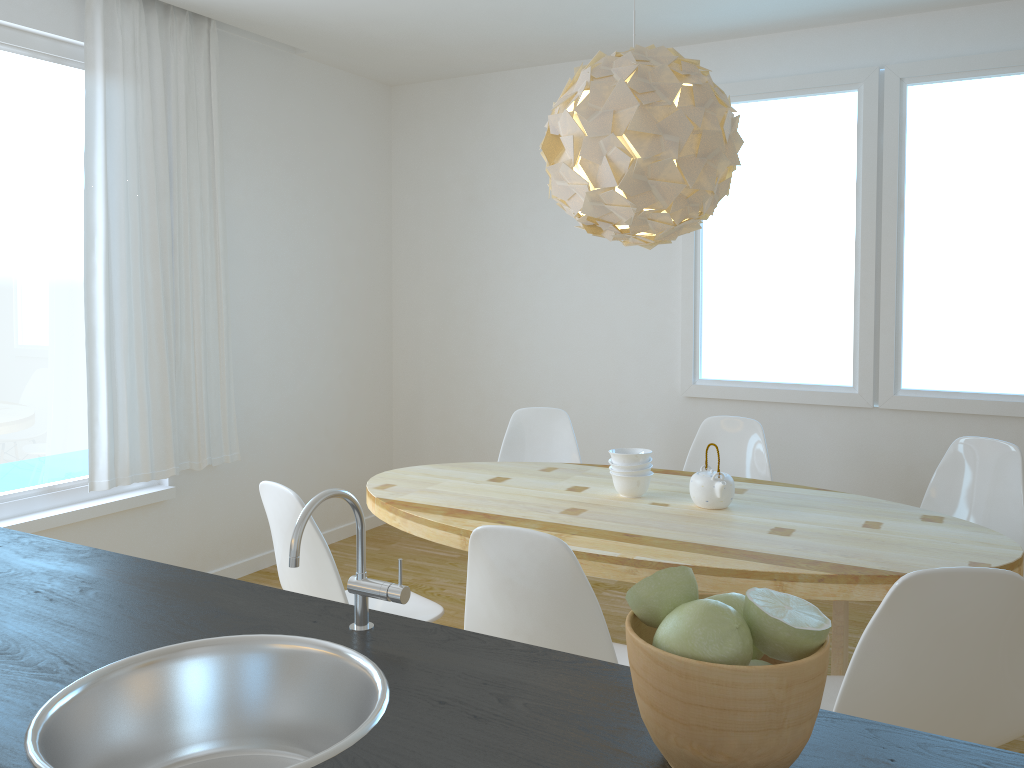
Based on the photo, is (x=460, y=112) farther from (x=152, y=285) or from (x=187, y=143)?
(x=152, y=285)

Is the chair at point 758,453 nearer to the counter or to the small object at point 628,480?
the small object at point 628,480

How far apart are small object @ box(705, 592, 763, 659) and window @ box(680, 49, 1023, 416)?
3.5 meters

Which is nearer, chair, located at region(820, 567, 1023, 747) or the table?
chair, located at region(820, 567, 1023, 747)

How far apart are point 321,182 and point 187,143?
1.0 meters

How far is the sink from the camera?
1.08m

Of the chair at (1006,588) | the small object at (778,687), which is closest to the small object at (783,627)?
the small object at (778,687)

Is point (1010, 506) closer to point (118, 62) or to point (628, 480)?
point (628, 480)

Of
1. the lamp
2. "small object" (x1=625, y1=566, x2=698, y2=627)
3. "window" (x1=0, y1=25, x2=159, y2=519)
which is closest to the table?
the lamp

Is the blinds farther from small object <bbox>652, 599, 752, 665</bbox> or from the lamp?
small object <bbox>652, 599, 752, 665</bbox>
